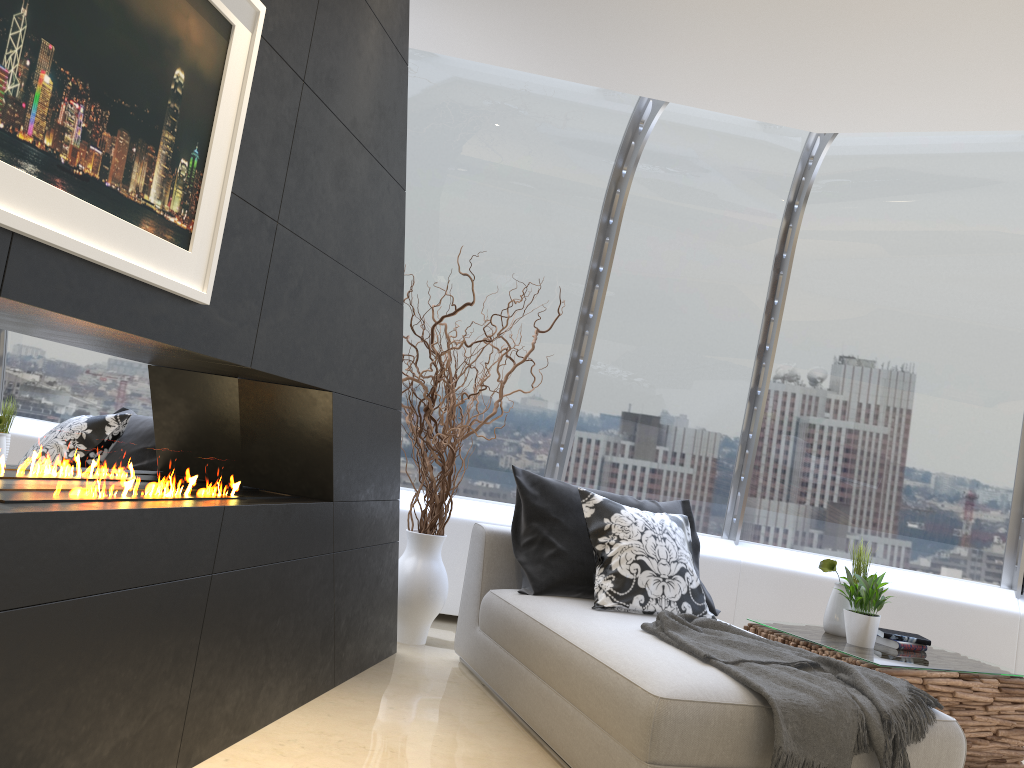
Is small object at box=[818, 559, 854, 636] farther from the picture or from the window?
the picture

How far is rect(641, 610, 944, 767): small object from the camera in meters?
2.6 m

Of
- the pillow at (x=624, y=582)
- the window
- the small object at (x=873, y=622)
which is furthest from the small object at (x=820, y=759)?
the window

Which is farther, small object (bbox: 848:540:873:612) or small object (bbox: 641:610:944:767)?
small object (bbox: 848:540:873:612)

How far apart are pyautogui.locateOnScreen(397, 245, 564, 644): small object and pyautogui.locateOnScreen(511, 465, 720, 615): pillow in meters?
0.3 m

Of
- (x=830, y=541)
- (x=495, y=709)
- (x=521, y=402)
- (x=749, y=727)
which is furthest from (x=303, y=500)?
(x=830, y=541)

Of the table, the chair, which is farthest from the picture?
the table

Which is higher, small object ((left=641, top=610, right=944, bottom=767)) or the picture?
the picture

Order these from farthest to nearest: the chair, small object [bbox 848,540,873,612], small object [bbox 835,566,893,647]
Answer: small object [bbox 848,540,873,612]
small object [bbox 835,566,893,647]
the chair

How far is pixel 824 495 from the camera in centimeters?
583cm
